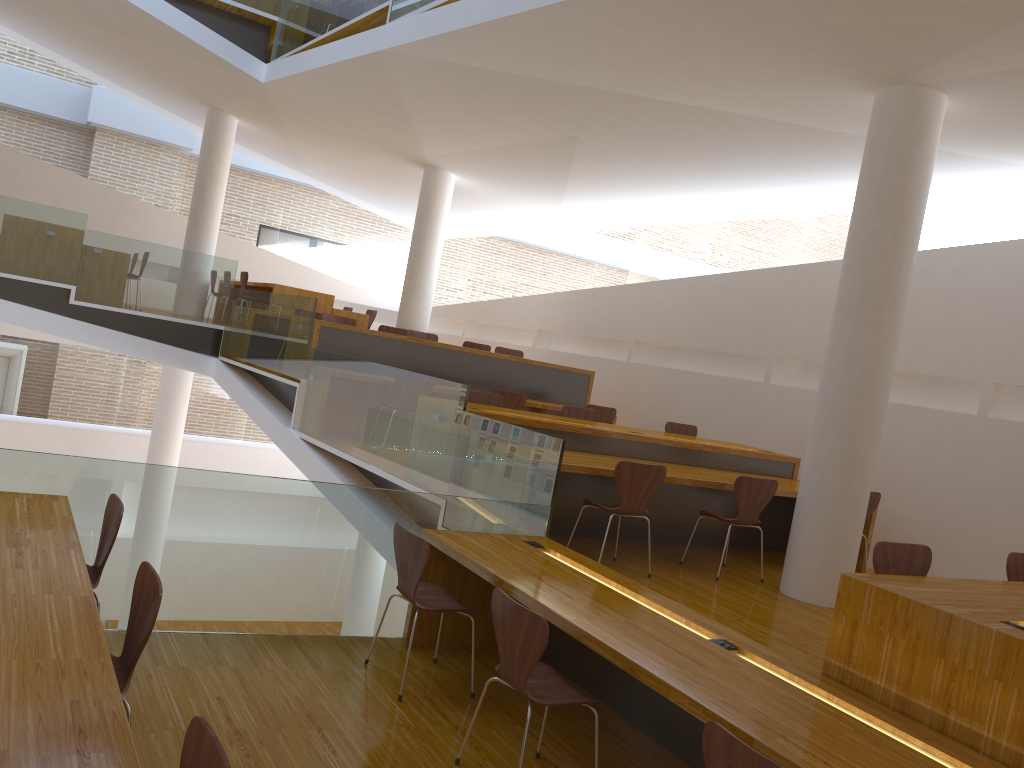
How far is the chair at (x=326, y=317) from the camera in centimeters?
925cm

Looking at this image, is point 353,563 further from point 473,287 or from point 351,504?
point 473,287

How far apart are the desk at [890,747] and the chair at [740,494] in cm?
156

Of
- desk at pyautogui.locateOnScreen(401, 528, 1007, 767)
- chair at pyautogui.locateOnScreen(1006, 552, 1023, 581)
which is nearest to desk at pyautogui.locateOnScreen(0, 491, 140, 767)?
desk at pyautogui.locateOnScreen(401, 528, 1007, 767)

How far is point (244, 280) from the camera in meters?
10.8

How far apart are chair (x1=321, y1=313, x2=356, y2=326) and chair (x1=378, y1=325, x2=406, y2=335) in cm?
77

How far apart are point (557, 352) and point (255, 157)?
6.6m

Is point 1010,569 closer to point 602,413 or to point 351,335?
point 602,413

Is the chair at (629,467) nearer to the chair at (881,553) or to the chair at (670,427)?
the chair at (881,553)

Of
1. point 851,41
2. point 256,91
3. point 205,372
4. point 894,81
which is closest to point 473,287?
point 256,91
